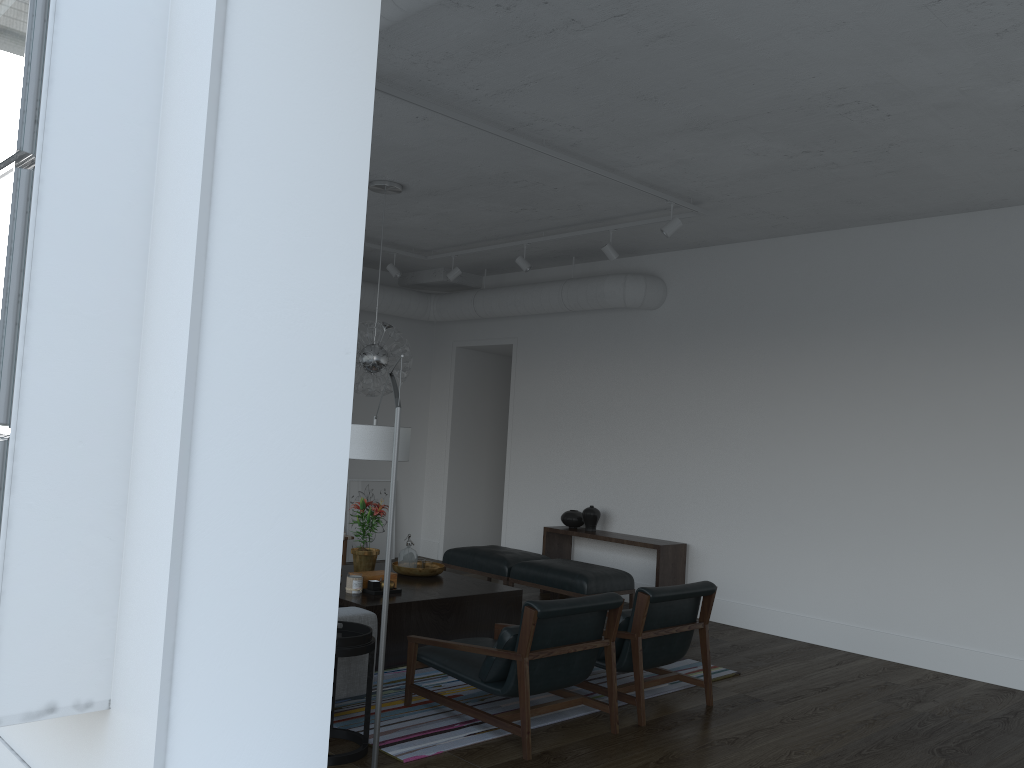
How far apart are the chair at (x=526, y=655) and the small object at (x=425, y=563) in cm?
150

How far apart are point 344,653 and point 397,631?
1.6m

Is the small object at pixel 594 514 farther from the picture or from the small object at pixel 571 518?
the picture

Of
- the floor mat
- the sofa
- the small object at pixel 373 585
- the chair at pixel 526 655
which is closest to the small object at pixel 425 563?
the small object at pixel 373 585

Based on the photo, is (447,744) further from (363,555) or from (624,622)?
(363,555)

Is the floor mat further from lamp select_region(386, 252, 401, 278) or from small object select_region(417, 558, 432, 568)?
lamp select_region(386, 252, 401, 278)

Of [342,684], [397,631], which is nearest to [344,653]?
[342,684]

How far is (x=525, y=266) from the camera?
7.73m

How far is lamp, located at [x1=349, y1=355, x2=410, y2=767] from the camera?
3.4m

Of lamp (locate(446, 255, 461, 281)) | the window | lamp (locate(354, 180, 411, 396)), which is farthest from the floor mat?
lamp (locate(446, 255, 461, 281))
